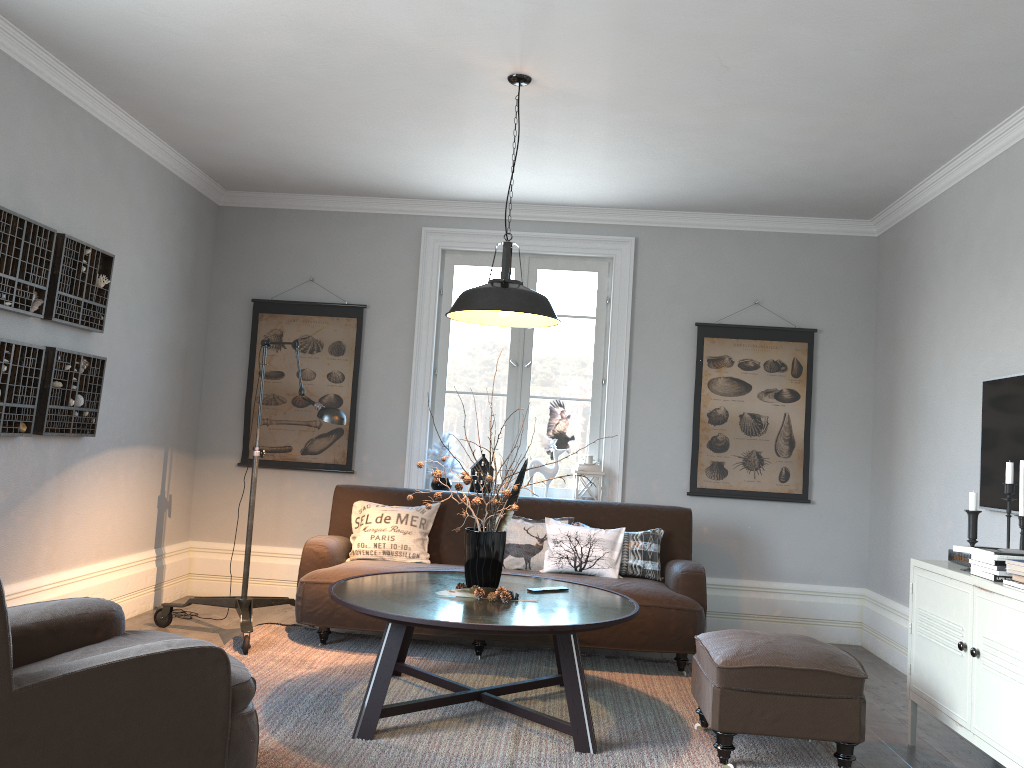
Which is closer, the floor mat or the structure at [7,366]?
the floor mat

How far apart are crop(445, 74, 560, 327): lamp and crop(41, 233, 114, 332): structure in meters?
1.9

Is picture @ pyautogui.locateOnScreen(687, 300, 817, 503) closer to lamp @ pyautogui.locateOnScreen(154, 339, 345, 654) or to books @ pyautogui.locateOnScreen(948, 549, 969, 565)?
books @ pyautogui.locateOnScreen(948, 549, 969, 565)

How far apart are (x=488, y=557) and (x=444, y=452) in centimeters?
206cm

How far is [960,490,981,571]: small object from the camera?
3.4m

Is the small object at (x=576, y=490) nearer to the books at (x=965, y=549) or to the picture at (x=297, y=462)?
the picture at (x=297, y=462)

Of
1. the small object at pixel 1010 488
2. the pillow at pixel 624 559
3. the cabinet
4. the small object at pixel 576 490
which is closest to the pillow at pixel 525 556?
the pillow at pixel 624 559

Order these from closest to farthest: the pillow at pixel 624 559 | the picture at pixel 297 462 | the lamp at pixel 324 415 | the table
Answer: the table, the lamp at pixel 324 415, the pillow at pixel 624 559, the picture at pixel 297 462

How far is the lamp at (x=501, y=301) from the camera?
3.6 meters

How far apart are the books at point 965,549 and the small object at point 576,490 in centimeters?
241cm
